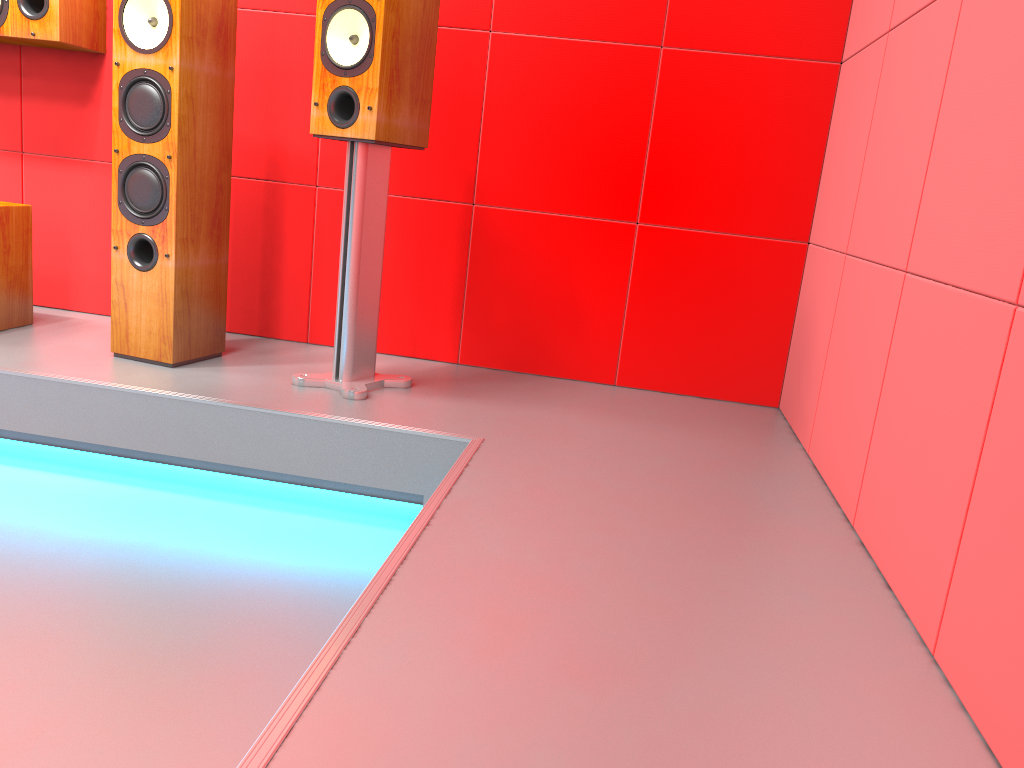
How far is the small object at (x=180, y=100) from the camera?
2.22m

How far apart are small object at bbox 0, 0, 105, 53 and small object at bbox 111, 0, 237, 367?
0.4 meters

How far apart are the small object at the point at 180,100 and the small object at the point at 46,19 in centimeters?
45cm

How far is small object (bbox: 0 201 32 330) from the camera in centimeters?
255cm

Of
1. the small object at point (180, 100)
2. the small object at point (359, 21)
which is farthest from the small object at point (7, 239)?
the small object at point (359, 21)

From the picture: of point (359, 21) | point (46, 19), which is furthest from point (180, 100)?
point (46, 19)

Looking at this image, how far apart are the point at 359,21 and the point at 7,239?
1.3 meters

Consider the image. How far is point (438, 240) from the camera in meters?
2.7 m

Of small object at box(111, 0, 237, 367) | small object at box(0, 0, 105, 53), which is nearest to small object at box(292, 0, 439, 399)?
small object at box(111, 0, 237, 367)

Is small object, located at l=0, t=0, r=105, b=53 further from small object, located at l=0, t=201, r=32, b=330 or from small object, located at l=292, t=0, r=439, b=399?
small object, located at l=292, t=0, r=439, b=399
